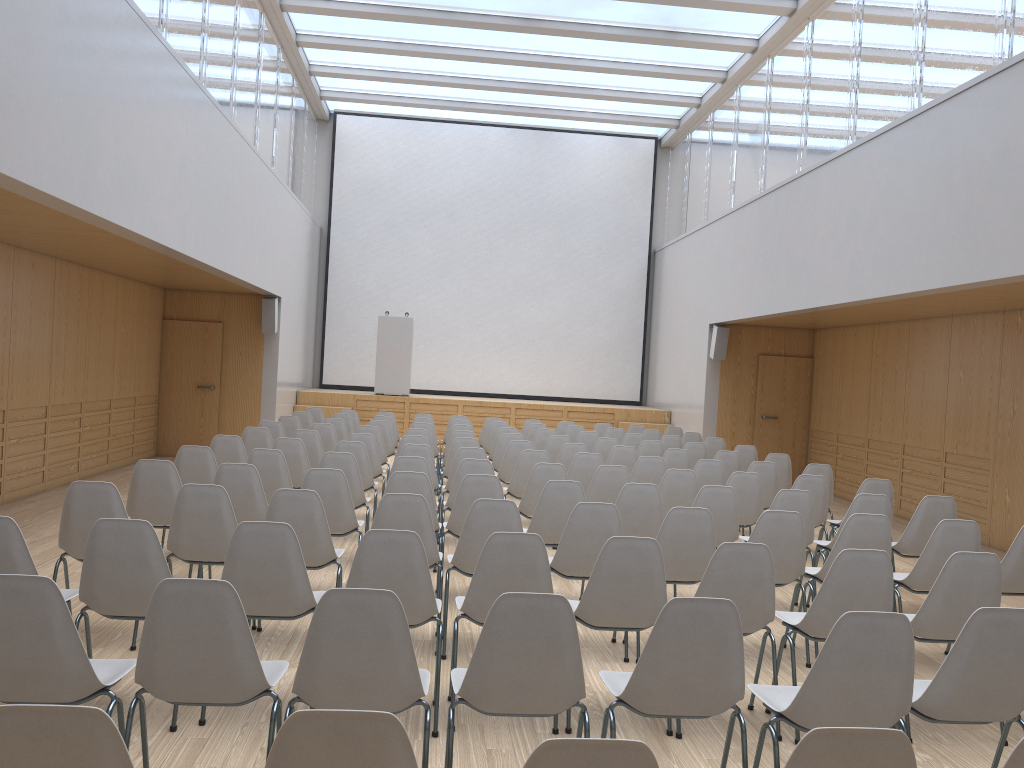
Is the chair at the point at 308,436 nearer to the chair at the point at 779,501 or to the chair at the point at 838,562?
the chair at the point at 779,501

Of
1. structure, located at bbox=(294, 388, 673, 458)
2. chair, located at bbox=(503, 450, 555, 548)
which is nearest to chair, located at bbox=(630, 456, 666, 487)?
chair, located at bbox=(503, 450, 555, 548)

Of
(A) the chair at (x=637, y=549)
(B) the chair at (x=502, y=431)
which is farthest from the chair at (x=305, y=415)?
(A) the chair at (x=637, y=549)

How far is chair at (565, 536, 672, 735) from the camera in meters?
3.8

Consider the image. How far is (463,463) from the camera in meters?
6.7

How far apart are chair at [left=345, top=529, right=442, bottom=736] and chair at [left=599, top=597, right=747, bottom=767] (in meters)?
0.87

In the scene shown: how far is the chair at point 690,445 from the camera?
10.0 meters

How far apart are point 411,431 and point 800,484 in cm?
430

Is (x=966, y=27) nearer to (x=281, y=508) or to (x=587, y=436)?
(x=587, y=436)

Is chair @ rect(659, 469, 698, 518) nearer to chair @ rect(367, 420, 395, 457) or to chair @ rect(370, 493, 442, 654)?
chair @ rect(370, 493, 442, 654)
